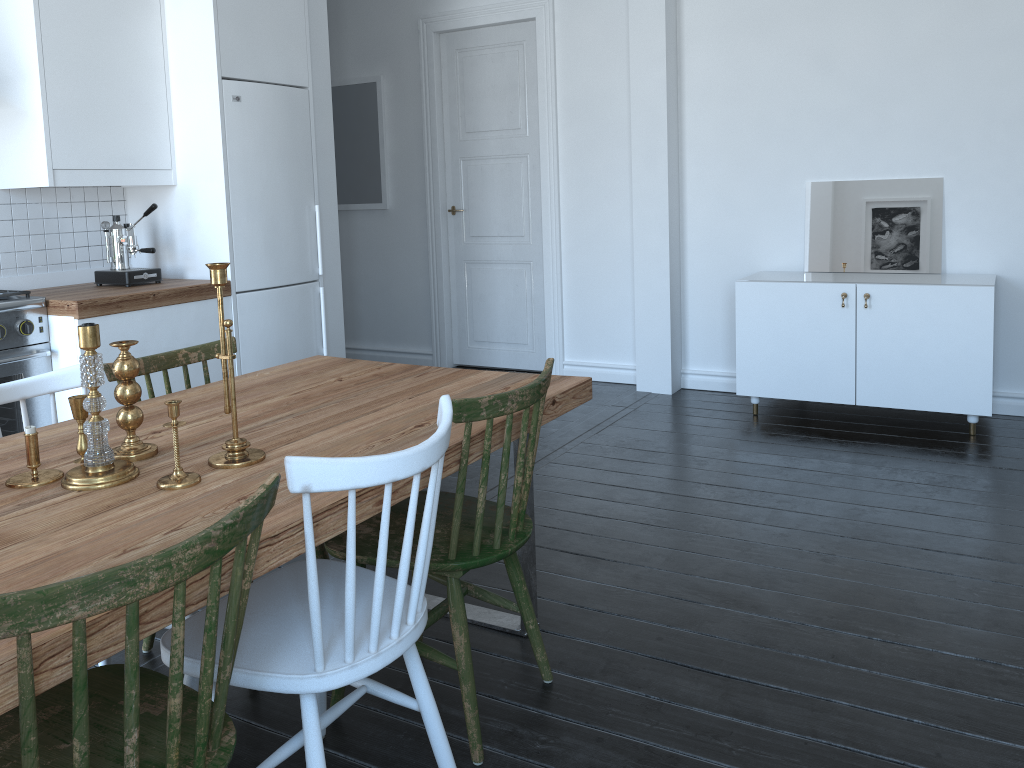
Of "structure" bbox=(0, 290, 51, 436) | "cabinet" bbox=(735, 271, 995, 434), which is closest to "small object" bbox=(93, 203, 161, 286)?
"structure" bbox=(0, 290, 51, 436)

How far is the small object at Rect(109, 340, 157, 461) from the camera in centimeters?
184cm

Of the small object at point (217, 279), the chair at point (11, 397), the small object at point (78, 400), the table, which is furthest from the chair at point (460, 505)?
the chair at point (11, 397)

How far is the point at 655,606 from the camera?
2.71m

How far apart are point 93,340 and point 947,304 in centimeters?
378cm

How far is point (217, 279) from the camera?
1.8m

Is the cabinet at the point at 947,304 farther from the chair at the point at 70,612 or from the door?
the chair at the point at 70,612

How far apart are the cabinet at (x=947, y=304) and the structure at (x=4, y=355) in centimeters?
325cm

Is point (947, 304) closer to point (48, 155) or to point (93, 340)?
point (93, 340)

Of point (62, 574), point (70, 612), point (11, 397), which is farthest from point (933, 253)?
point (70, 612)
